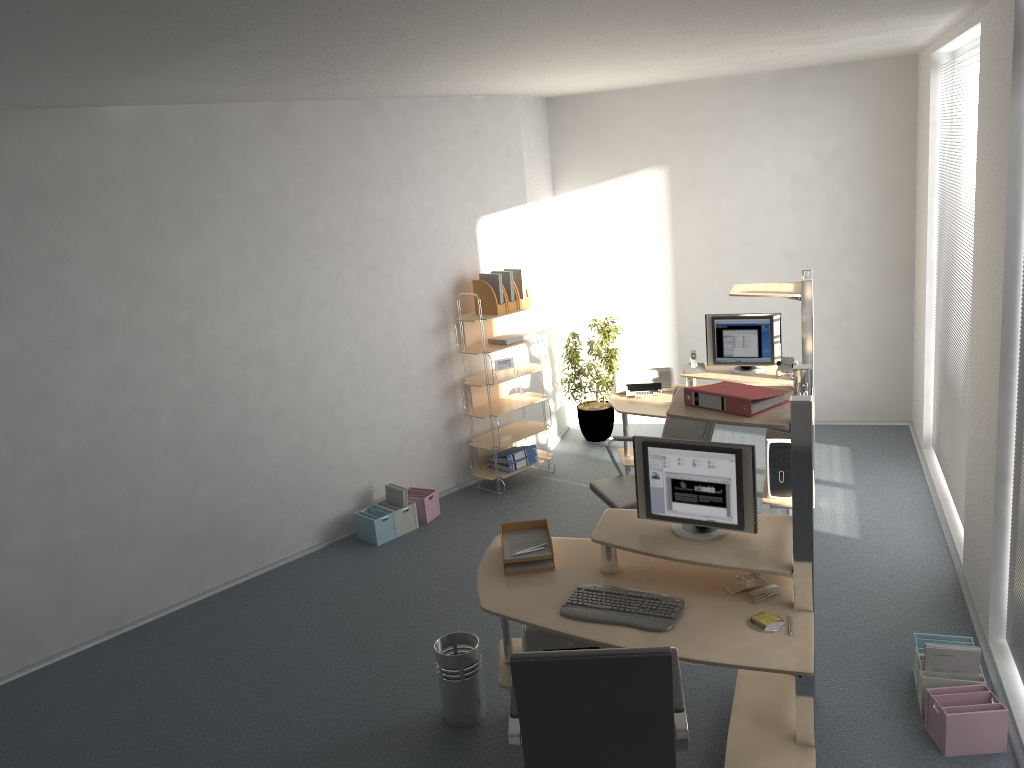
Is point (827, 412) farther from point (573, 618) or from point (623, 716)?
point (623, 716)

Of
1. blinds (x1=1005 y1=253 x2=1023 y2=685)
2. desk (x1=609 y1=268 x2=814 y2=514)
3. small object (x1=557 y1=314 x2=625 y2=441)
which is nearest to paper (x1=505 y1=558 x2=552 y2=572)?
blinds (x1=1005 y1=253 x2=1023 y2=685)

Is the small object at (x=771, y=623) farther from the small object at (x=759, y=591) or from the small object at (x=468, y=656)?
the small object at (x=468, y=656)

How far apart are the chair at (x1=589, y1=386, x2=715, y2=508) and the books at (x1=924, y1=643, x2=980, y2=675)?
1.6m

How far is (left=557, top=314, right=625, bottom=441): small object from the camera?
7.7m

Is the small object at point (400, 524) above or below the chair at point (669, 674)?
below

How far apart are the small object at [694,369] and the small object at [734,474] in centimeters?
270cm

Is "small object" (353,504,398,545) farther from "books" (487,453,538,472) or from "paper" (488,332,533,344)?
"paper" (488,332,533,344)

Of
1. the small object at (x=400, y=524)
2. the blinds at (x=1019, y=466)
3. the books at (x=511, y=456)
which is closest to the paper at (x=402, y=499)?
the small object at (x=400, y=524)

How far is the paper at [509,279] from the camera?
6.8 meters
